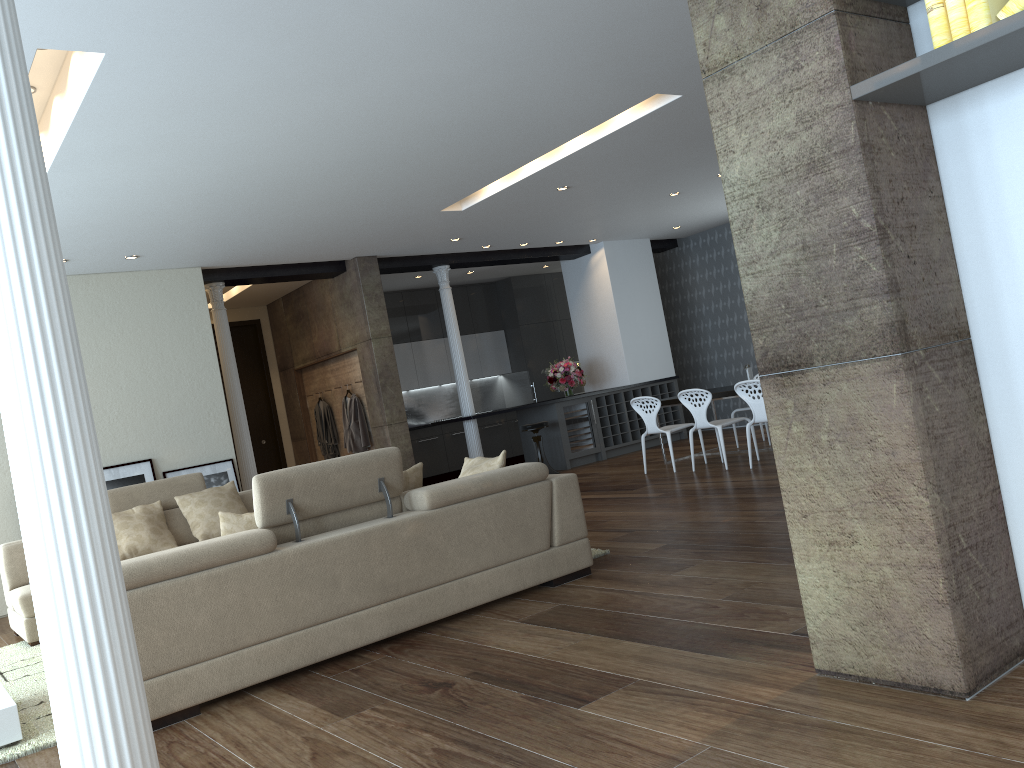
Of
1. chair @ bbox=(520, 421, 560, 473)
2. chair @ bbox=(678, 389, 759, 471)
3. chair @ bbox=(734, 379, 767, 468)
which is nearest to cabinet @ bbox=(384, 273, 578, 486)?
chair @ bbox=(520, 421, 560, 473)

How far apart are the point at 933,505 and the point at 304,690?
2.7m

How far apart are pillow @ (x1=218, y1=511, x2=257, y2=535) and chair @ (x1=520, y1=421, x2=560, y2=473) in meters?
7.0

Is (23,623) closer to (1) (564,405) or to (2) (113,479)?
(2) (113,479)

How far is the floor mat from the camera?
3.73m

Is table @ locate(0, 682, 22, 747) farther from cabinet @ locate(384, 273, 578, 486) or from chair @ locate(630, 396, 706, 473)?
cabinet @ locate(384, 273, 578, 486)

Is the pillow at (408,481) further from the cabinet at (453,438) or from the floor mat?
the cabinet at (453,438)

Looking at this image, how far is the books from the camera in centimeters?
227cm

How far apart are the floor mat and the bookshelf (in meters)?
3.48

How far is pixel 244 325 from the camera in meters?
12.4
